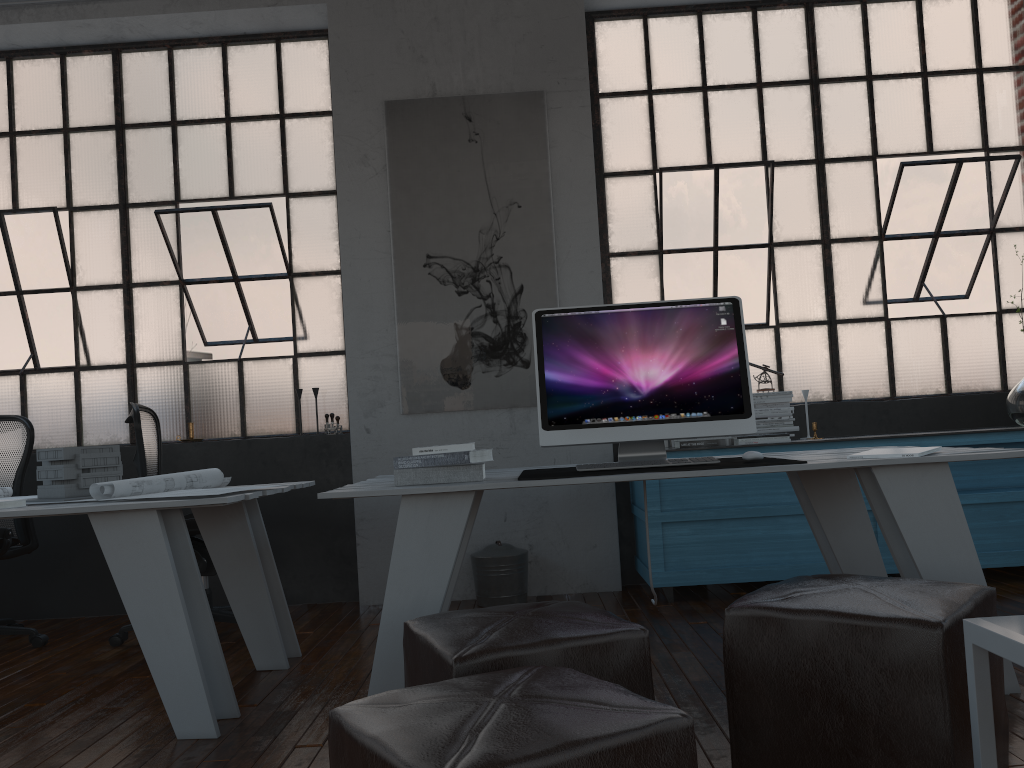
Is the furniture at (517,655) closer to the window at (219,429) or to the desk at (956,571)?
the desk at (956,571)

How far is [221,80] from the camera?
5.04m

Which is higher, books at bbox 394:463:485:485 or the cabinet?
books at bbox 394:463:485:485

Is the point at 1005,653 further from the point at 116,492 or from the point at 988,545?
the point at 988,545

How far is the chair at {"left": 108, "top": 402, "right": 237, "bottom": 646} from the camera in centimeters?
376cm

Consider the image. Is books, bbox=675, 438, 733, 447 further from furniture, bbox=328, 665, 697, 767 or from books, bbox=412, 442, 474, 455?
furniture, bbox=328, 665, 697, 767

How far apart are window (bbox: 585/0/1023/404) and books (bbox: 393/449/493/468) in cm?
231

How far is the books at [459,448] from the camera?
2.7m

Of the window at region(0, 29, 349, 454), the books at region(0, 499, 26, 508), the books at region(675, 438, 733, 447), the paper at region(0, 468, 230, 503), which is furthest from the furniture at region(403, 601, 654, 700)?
the window at region(0, 29, 349, 454)

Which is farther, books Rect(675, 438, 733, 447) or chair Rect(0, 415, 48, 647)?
books Rect(675, 438, 733, 447)
